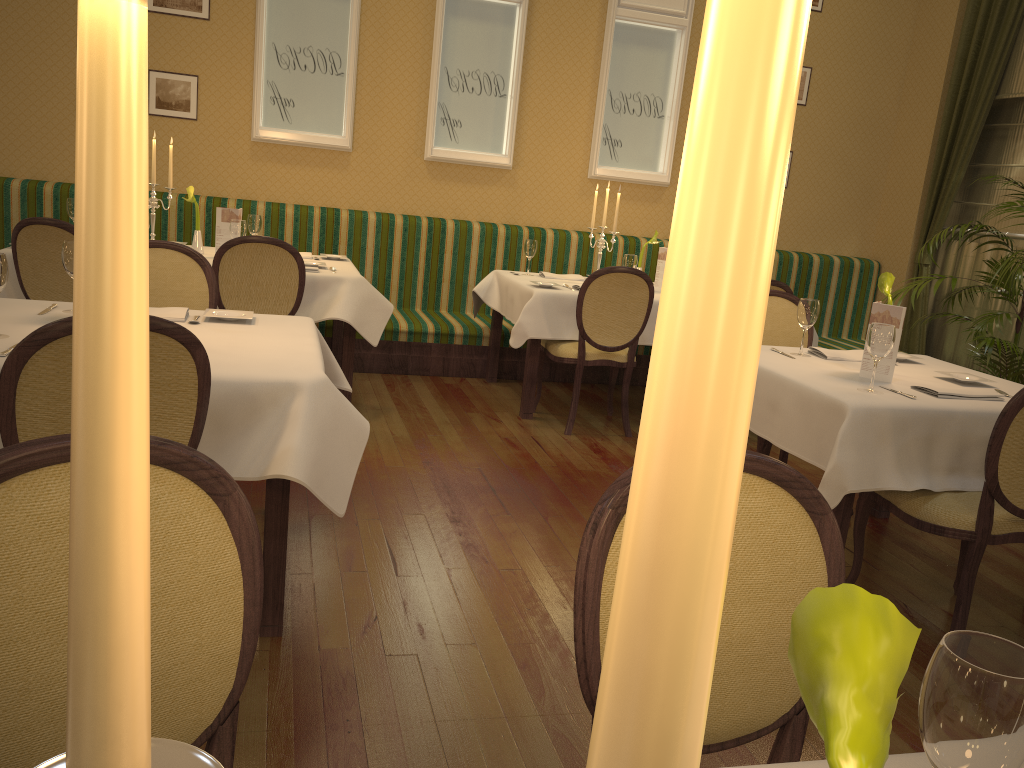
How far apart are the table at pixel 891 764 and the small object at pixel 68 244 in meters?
2.7

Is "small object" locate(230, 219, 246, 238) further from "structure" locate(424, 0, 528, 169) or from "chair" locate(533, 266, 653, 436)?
"structure" locate(424, 0, 528, 169)

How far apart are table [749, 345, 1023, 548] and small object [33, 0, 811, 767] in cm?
263

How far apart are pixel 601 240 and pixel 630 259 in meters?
0.4 m

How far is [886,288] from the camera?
3.4 meters

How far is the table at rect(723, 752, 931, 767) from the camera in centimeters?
92cm

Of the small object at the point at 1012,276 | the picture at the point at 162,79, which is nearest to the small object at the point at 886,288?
the small object at the point at 1012,276

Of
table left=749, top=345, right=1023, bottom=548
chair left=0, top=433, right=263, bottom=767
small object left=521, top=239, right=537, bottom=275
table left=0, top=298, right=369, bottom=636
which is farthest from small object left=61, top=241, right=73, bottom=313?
small object left=521, top=239, right=537, bottom=275

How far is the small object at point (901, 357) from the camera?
3.68m

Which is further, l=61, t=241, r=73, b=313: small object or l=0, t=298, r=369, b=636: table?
l=61, t=241, r=73, b=313: small object
